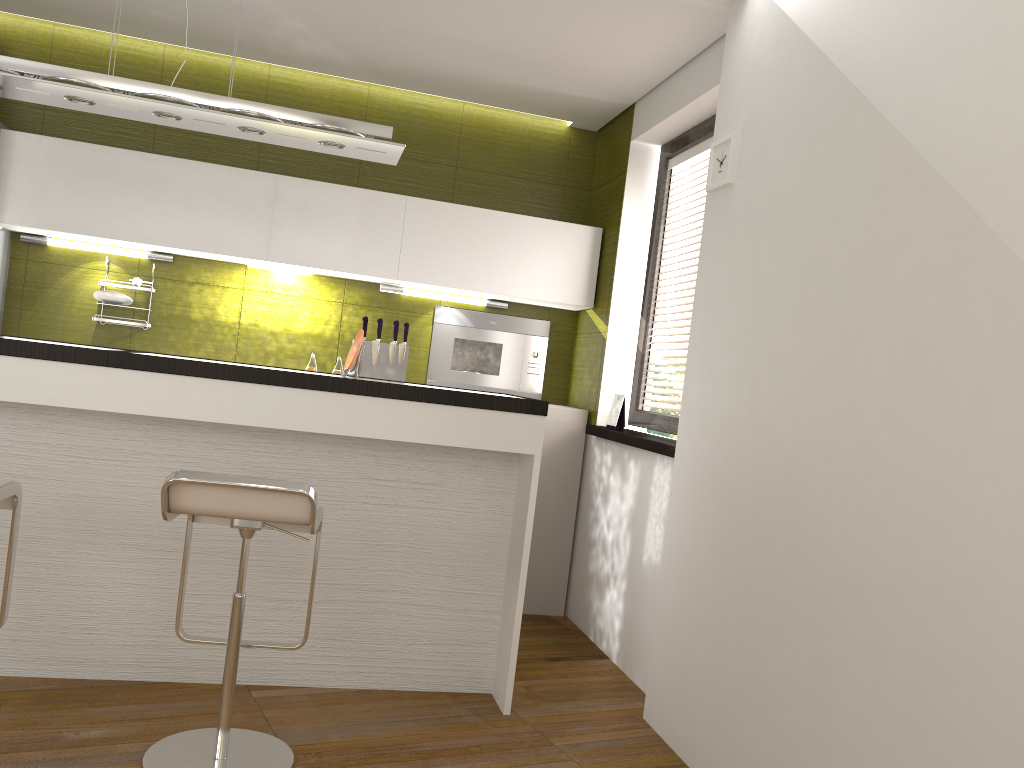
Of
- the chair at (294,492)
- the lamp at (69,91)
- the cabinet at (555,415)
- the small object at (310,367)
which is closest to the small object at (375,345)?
the small object at (310,367)

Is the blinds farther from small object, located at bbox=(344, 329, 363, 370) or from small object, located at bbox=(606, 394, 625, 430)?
small object, located at bbox=(344, 329, 363, 370)

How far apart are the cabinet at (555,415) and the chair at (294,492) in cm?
199

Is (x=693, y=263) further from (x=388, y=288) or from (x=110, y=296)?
(x=110, y=296)

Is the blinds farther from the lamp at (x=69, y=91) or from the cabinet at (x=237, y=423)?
the lamp at (x=69, y=91)

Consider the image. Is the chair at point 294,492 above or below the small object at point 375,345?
below

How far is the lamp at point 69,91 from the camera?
3.00m

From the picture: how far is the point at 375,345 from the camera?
4.7m

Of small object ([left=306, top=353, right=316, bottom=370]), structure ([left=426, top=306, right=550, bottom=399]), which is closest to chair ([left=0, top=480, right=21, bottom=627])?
small object ([left=306, top=353, right=316, bottom=370])

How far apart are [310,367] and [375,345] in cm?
35
